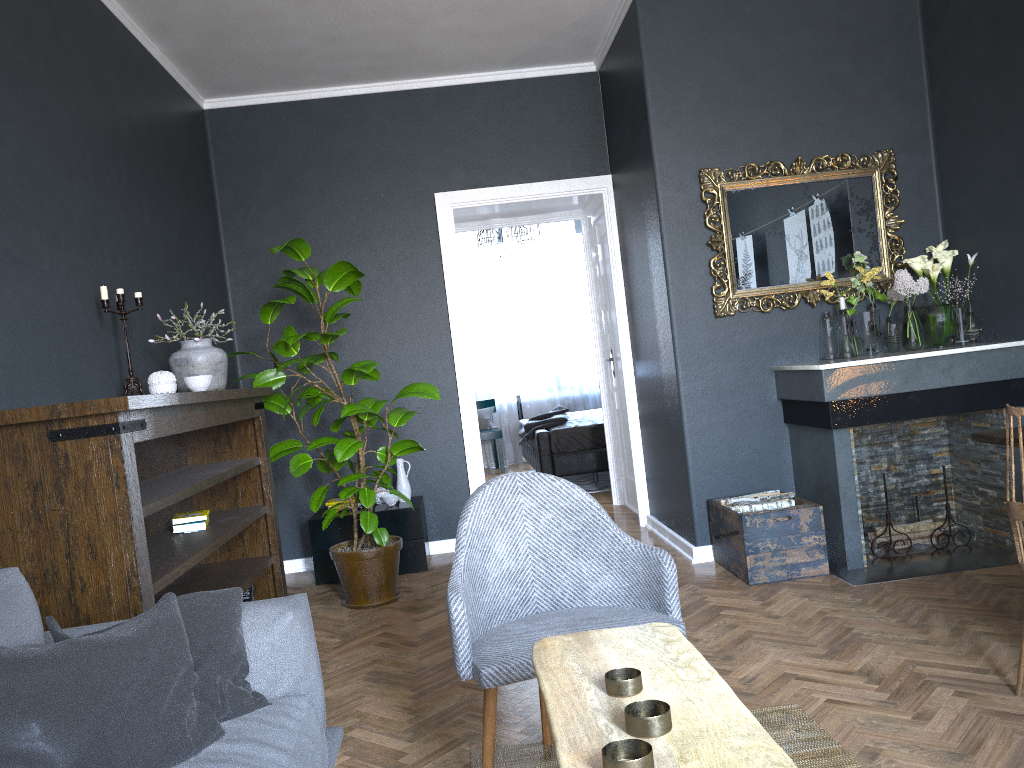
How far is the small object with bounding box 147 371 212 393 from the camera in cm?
342

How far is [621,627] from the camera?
1.9 meters

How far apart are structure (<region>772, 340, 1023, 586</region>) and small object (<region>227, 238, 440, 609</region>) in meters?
1.8

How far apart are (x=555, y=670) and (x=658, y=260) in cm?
336

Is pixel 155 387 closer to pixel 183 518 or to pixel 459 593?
pixel 183 518

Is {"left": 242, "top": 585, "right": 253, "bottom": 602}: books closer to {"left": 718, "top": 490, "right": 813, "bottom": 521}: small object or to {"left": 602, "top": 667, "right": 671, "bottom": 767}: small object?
{"left": 718, "top": 490, "right": 813, "bottom": 521}: small object

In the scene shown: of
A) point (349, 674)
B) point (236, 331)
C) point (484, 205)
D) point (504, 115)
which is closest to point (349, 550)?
point (349, 674)

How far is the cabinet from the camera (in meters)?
5.11

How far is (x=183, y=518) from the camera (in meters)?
3.58

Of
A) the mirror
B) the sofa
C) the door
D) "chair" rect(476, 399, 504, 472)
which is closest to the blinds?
"chair" rect(476, 399, 504, 472)
